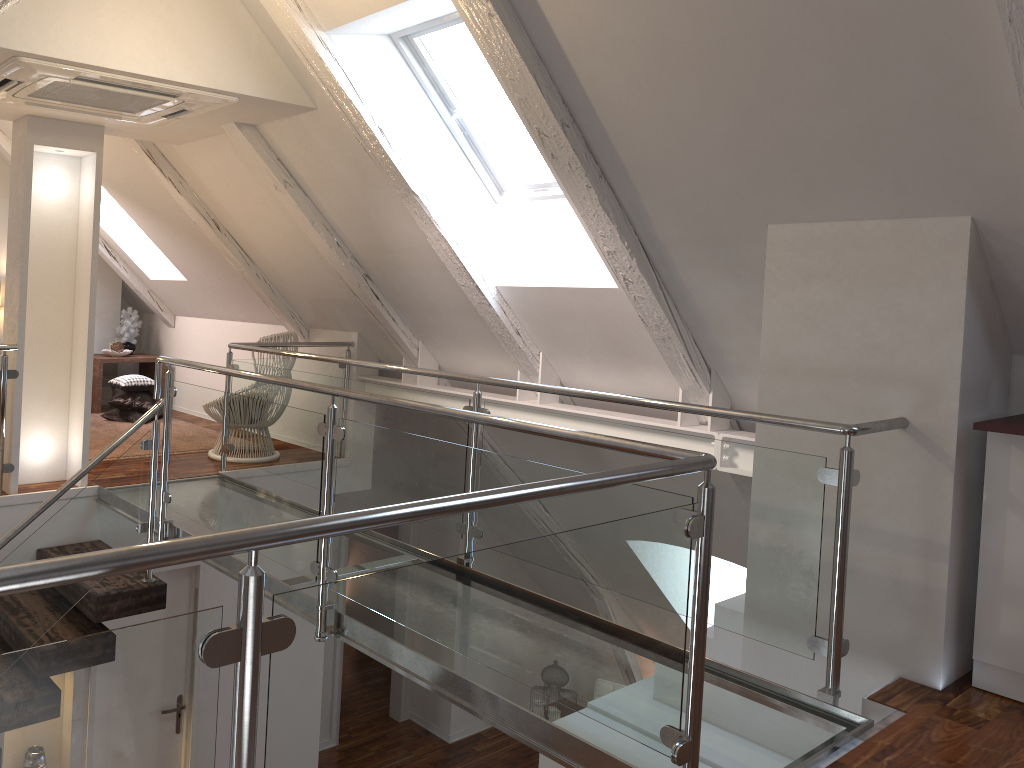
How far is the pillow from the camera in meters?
6.0

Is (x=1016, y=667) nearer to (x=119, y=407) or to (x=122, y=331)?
(x=119, y=407)

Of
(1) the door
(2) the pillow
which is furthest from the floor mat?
(1) the door

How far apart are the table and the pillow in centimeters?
35cm

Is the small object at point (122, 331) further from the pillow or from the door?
the door

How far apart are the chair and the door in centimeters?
129cm

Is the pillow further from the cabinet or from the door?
the cabinet

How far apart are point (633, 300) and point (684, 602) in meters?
1.9

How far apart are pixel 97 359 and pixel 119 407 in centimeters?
67cm

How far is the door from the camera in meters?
4.5
